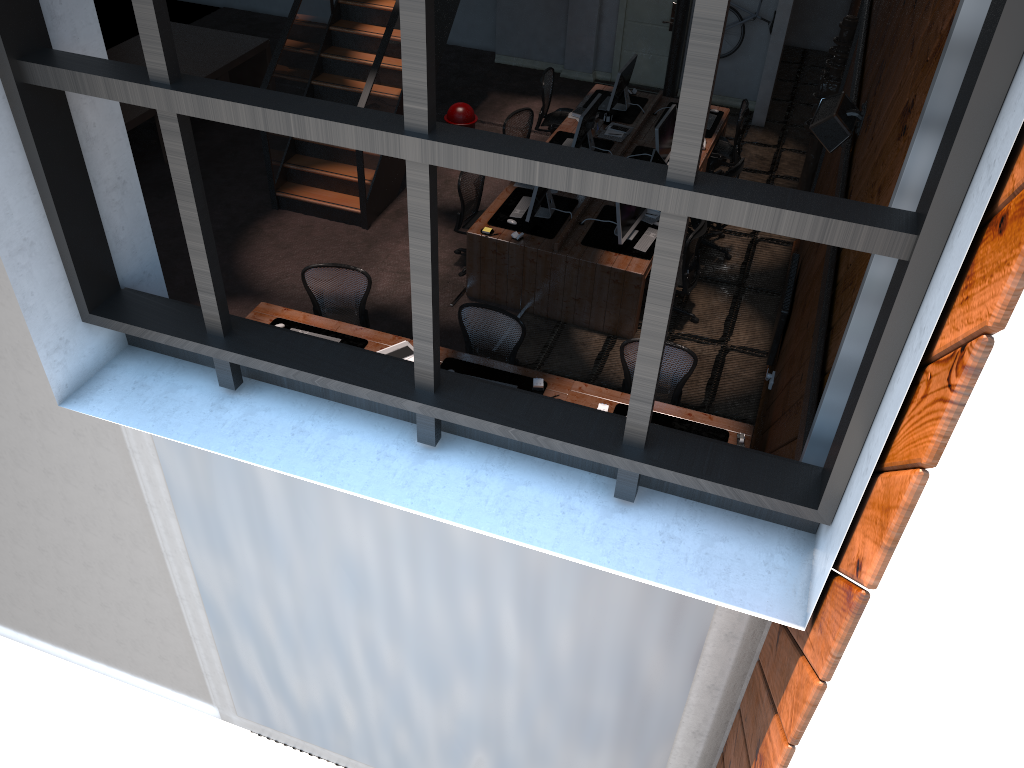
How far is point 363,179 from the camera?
9.4 meters

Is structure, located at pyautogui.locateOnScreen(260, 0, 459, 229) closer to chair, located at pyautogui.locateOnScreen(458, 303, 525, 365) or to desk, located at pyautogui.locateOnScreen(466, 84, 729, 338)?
desk, located at pyautogui.locateOnScreen(466, 84, 729, 338)

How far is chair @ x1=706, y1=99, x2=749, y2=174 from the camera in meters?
10.4 m

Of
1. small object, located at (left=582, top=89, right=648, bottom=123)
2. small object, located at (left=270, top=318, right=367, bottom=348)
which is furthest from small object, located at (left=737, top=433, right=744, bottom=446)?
small object, located at (left=582, top=89, right=648, bottom=123)

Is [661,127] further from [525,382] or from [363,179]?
[525,382]

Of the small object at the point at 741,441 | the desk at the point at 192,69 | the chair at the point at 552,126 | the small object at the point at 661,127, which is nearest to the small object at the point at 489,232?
the small object at the point at 661,127

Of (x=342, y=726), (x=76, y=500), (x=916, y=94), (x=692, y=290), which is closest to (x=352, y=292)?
(x=692, y=290)

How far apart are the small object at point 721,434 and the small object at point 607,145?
4.43m

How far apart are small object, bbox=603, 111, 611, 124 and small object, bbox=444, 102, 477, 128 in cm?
165

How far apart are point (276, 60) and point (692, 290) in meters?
5.0
